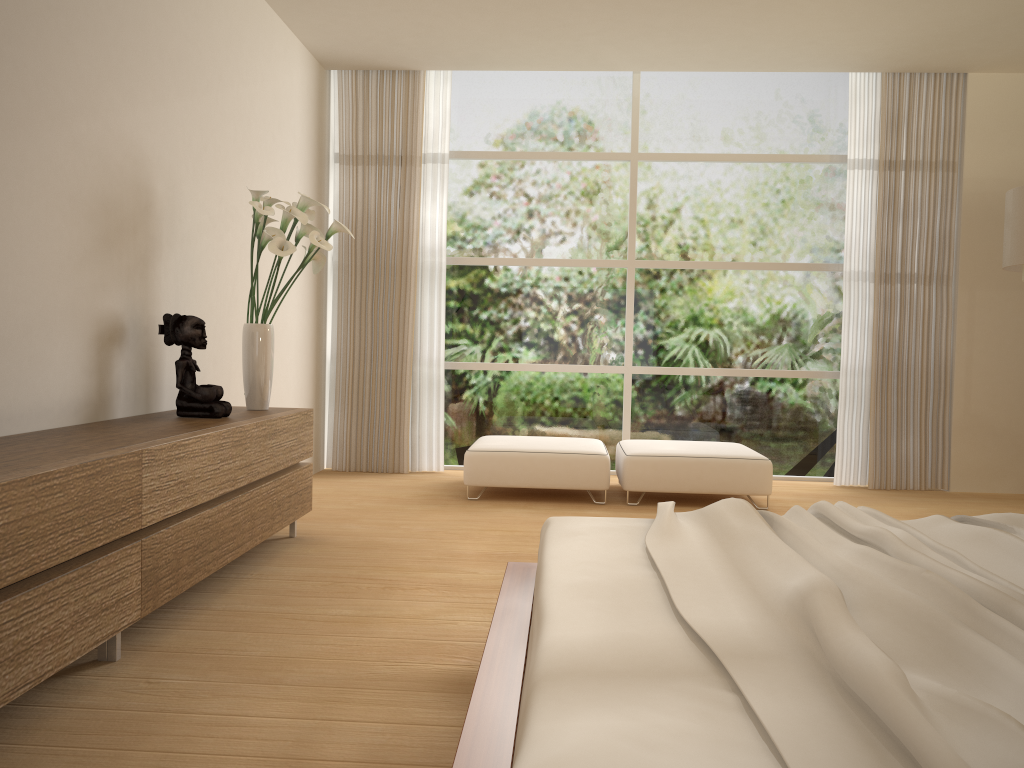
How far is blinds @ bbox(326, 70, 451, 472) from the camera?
6.8 meters

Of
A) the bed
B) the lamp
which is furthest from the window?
the bed

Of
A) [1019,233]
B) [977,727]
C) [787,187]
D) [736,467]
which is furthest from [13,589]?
[787,187]

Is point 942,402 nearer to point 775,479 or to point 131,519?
point 775,479

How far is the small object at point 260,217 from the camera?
4.1m

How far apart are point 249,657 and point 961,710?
2.17m

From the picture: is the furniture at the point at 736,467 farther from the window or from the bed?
the bed

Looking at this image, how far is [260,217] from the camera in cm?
413

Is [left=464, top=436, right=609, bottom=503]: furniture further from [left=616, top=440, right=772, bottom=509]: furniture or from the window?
the window

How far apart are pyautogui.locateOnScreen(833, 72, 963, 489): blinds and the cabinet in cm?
419
